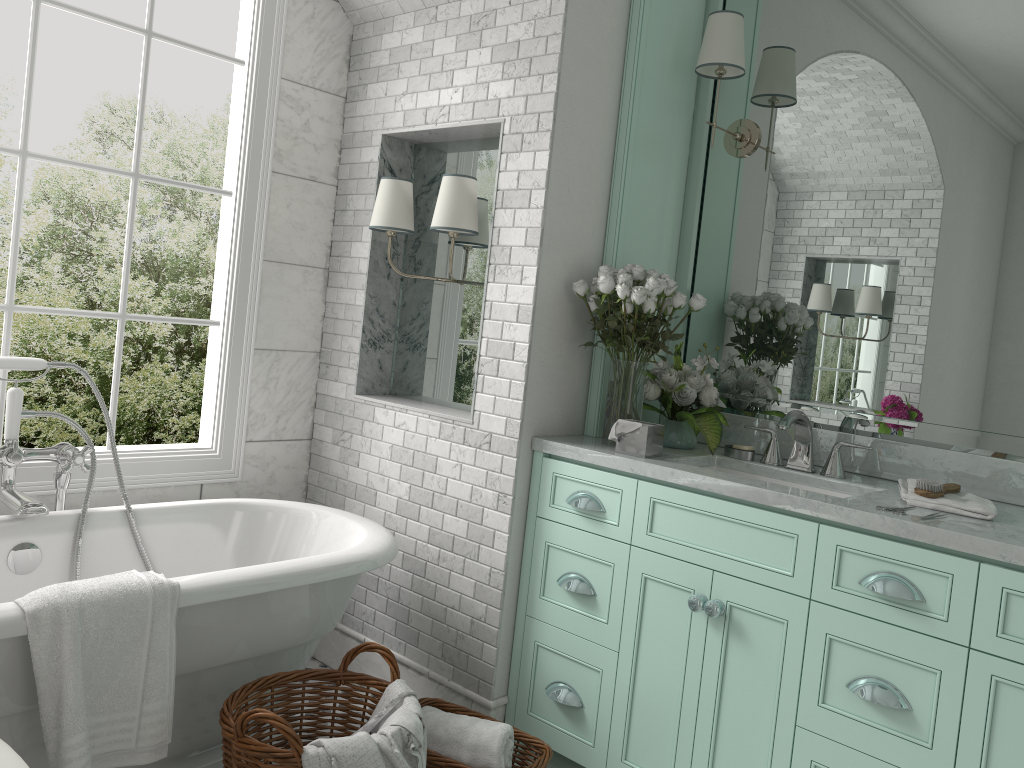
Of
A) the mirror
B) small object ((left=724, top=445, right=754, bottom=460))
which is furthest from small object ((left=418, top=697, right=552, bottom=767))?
the mirror

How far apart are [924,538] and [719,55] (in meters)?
1.83

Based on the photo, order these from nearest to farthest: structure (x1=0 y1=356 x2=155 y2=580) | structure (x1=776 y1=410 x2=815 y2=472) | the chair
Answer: the chair < structure (x1=0 y1=356 x2=155 y2=580) < structure (x1=776 y1=410 x2=815 y2=472)

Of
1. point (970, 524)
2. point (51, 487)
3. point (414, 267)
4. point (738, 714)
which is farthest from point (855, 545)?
point (51, 487)

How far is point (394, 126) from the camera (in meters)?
3.58

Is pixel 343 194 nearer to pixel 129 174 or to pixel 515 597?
pixel 129 174

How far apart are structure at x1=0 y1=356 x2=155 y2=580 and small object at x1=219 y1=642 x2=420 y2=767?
0.83m

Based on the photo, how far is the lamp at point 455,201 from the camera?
3.20m

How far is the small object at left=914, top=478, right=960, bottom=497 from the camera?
2.5m

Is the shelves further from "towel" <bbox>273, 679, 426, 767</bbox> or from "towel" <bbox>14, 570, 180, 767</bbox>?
"towel" <bbox>14, 570, 180, 767</bbox>
